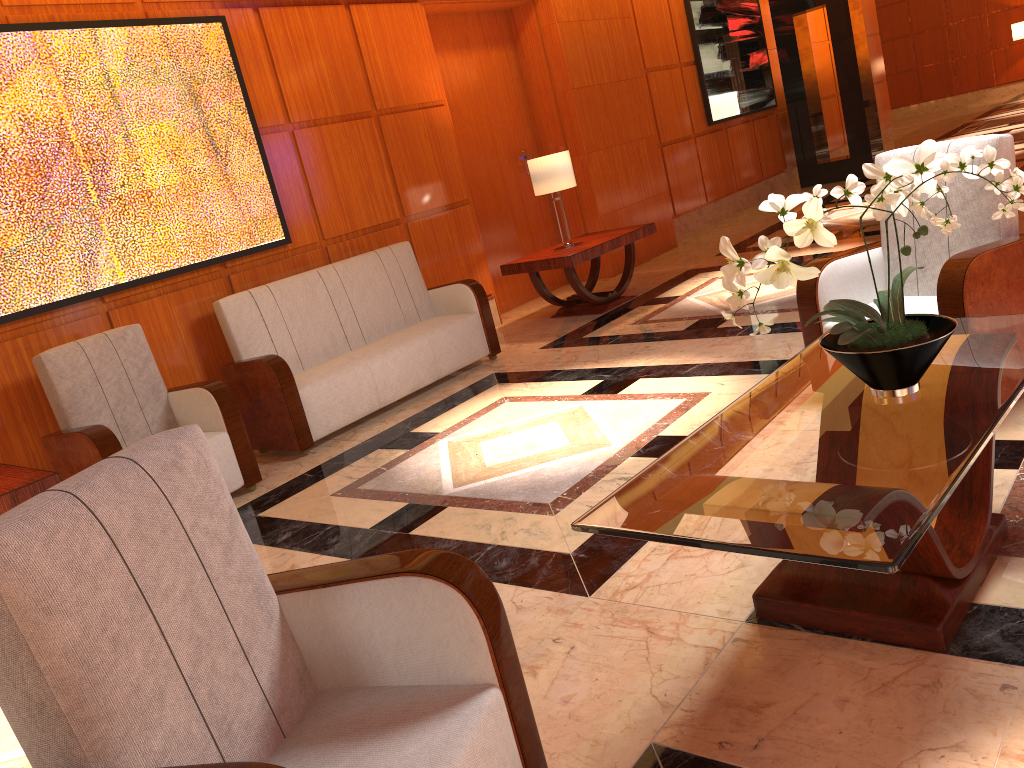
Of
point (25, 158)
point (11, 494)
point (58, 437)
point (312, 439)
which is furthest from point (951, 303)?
point (25, 158)

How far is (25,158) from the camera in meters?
4.5

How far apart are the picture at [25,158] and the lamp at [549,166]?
2.04m

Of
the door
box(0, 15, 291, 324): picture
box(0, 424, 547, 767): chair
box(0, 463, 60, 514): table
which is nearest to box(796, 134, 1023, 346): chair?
box(0, 424, 547, 767): chair

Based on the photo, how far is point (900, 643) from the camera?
2.11m

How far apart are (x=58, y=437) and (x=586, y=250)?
3.83m

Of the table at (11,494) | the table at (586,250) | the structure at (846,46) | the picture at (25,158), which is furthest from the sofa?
the structure at (846,46)

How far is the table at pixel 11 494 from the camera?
3.5m

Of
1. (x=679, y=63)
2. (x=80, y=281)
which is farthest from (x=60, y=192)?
(x=679, y=63)

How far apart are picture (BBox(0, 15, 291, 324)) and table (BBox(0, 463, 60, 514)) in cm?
87
